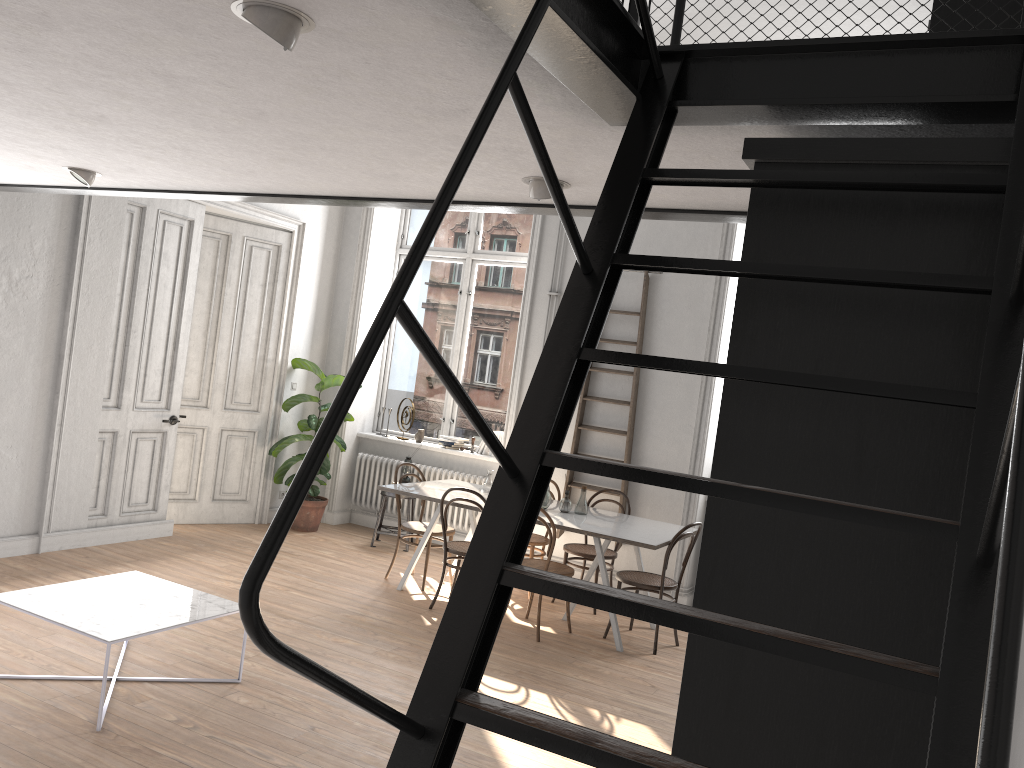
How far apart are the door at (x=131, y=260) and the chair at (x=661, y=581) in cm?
387

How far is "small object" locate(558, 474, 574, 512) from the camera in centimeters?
659cm

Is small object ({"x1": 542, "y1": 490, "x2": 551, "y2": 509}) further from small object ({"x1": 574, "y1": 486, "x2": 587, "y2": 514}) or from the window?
the window

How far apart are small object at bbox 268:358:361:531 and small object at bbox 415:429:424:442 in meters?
0.7 m

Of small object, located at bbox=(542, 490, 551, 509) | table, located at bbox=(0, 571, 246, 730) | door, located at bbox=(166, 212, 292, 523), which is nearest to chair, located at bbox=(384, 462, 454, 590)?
small object, located at bbox=(542, 490, 551, 509)

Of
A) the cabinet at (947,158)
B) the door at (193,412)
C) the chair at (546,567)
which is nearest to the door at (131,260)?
the door at (193,412)

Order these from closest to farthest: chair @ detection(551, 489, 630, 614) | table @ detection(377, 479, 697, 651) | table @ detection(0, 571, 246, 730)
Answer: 1. table @ detection(0, 571, 246, 730)
2. table @ detection(377, 479, 697, 651)
3. chair @ detection(551, 489, 630, 614)

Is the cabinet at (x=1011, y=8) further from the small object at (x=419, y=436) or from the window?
the small object at (x=419, y=436)

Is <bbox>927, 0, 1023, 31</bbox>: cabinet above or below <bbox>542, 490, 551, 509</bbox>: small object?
above

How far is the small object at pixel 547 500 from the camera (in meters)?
6.58
